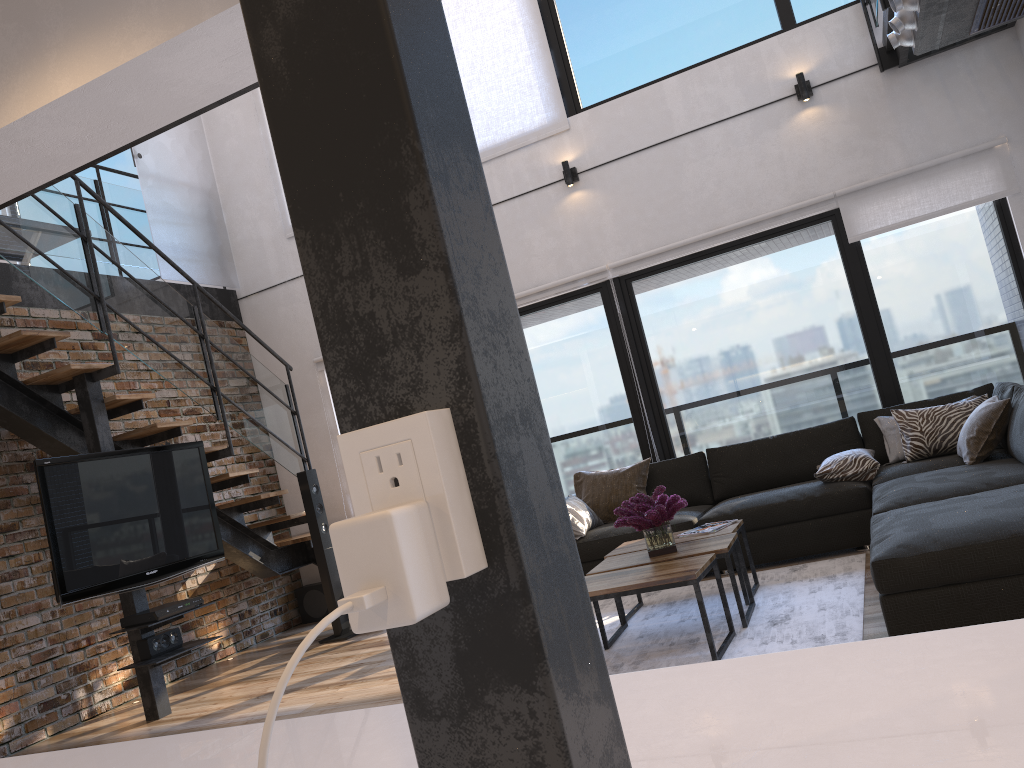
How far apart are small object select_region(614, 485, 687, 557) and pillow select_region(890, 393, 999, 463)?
1.7 meters

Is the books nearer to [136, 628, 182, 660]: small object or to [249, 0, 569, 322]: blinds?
[136, 628, 182, 660]: small object

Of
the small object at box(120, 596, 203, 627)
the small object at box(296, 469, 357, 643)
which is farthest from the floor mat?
the small object at box(120, 596, 203, 627)

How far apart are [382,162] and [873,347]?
5.9 meters

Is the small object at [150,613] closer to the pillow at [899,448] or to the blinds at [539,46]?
the blinds at [539,46]

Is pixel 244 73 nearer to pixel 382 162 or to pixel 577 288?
pixel 382 162

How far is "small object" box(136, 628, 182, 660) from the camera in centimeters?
487cm

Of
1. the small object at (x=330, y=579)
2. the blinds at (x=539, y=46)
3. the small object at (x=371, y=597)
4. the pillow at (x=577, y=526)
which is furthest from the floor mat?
the blinds at (x=539, y=46)

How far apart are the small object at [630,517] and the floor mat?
0.4m

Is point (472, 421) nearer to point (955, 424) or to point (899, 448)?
point (955, 424)
